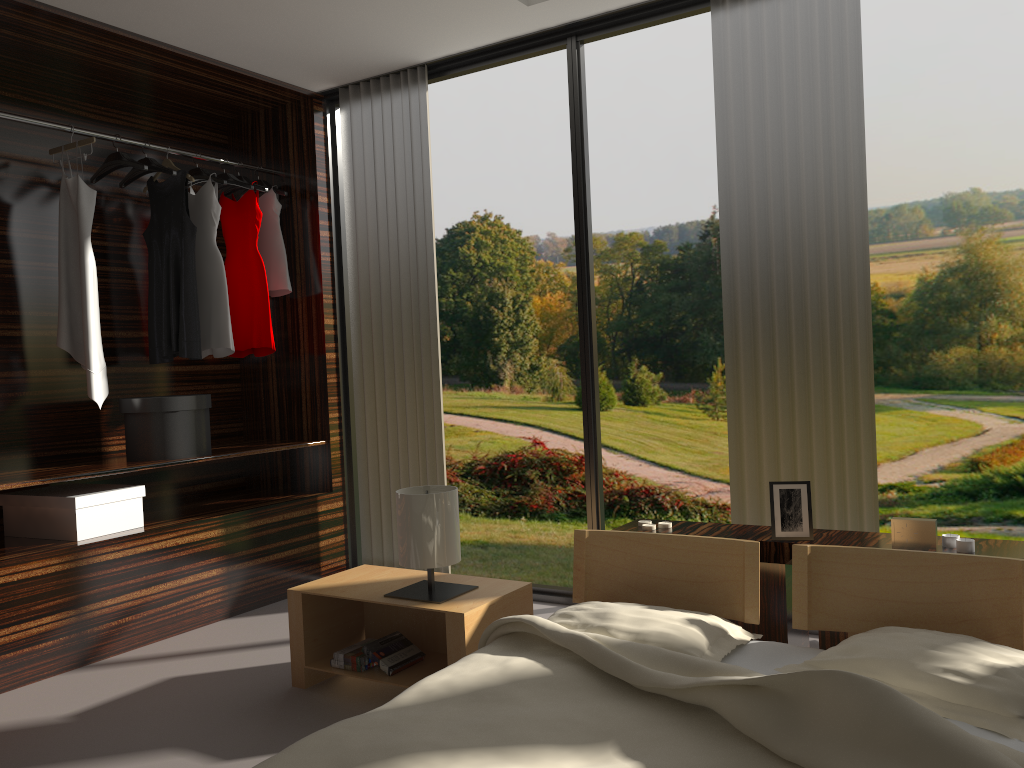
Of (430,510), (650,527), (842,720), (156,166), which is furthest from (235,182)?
(842,720)

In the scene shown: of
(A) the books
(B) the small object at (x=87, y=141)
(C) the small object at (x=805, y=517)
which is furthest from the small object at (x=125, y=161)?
(C) the small object at (x=805, y=517)

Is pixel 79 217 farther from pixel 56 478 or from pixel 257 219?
pixel 56 478

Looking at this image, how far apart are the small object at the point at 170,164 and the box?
1.4 meters

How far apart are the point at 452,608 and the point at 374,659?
0.4 meters

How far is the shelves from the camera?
3.2 meters

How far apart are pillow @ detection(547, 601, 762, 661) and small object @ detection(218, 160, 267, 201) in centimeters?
295cm

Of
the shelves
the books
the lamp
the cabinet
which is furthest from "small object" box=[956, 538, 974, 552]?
the shelves

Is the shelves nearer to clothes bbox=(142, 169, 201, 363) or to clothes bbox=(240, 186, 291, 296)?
clothes bbox=(142, 169, 201, 363)

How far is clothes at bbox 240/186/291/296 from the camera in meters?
4.3
